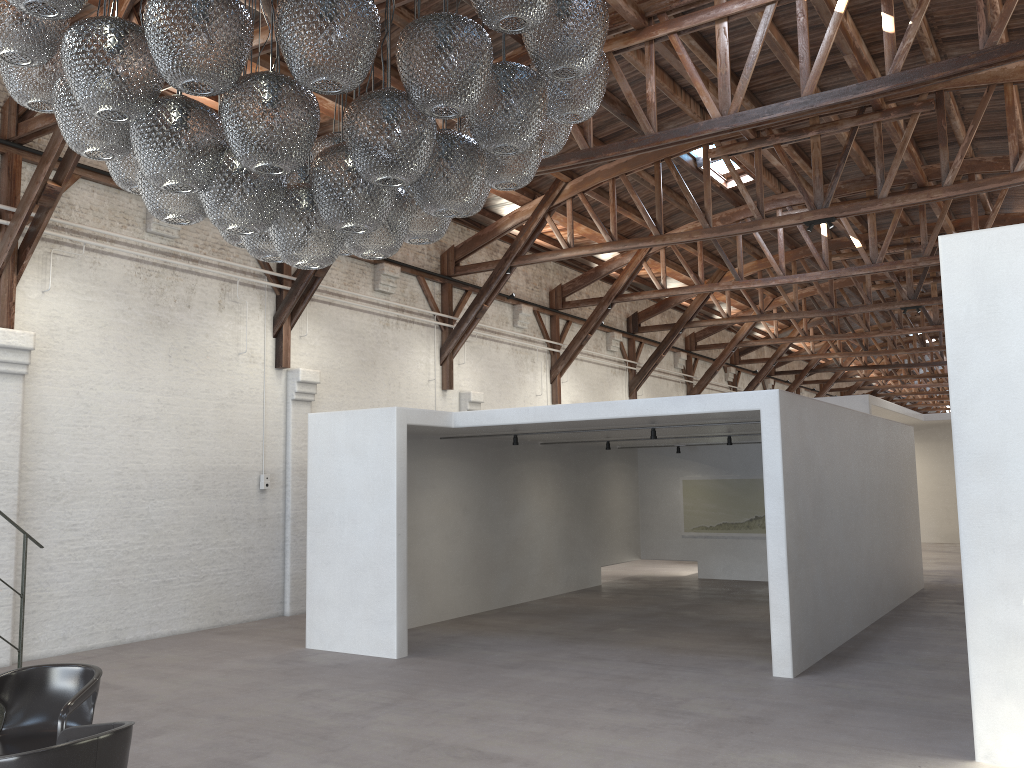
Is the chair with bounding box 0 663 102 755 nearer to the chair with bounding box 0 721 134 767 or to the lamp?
the chair with bounding box 0 721 134 767

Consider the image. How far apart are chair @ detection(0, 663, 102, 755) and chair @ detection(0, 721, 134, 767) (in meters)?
0.39

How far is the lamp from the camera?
3.0m

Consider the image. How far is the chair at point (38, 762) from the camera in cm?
329

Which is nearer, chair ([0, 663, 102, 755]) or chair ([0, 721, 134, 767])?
chair ([0, 721, 134, 767])

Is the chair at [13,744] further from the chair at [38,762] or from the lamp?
the lamp

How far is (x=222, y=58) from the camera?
3.0 meters

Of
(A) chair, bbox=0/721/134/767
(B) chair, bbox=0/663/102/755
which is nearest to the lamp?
(A) chair, bbox=0/721/134/767

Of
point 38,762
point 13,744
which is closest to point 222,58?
point 38,762

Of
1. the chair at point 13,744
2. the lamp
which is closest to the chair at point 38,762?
the chair at point 13,744
